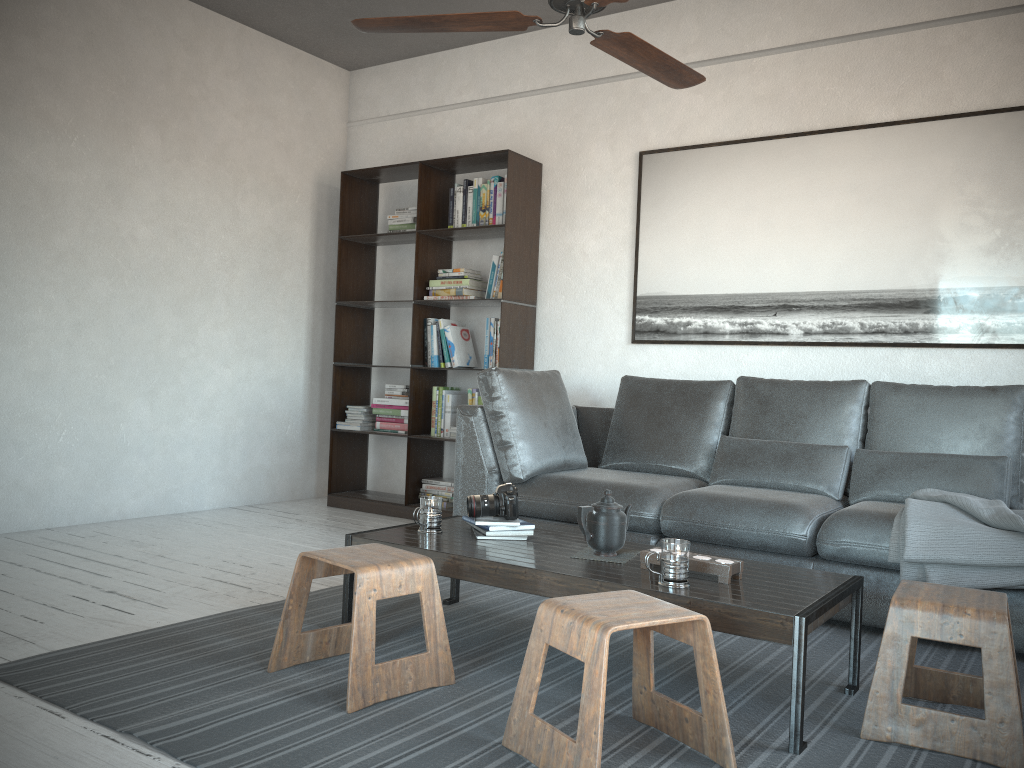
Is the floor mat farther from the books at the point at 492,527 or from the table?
the books at the point at 492,527

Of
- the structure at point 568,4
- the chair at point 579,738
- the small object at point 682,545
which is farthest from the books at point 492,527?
the structure at point 568,4

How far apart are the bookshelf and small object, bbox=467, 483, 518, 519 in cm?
193

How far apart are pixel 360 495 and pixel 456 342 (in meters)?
1.18

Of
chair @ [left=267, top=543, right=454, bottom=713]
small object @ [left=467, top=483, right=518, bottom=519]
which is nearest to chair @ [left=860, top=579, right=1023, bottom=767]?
chair @ [left=267, top=543, right=454, bottom=713]

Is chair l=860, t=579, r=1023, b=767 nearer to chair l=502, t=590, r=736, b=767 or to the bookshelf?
chair l=502, t=590, r=736, b=767

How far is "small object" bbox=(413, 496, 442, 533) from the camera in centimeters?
290cm

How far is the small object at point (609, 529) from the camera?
2.61m

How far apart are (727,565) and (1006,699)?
0.69m

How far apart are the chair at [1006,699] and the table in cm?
12
